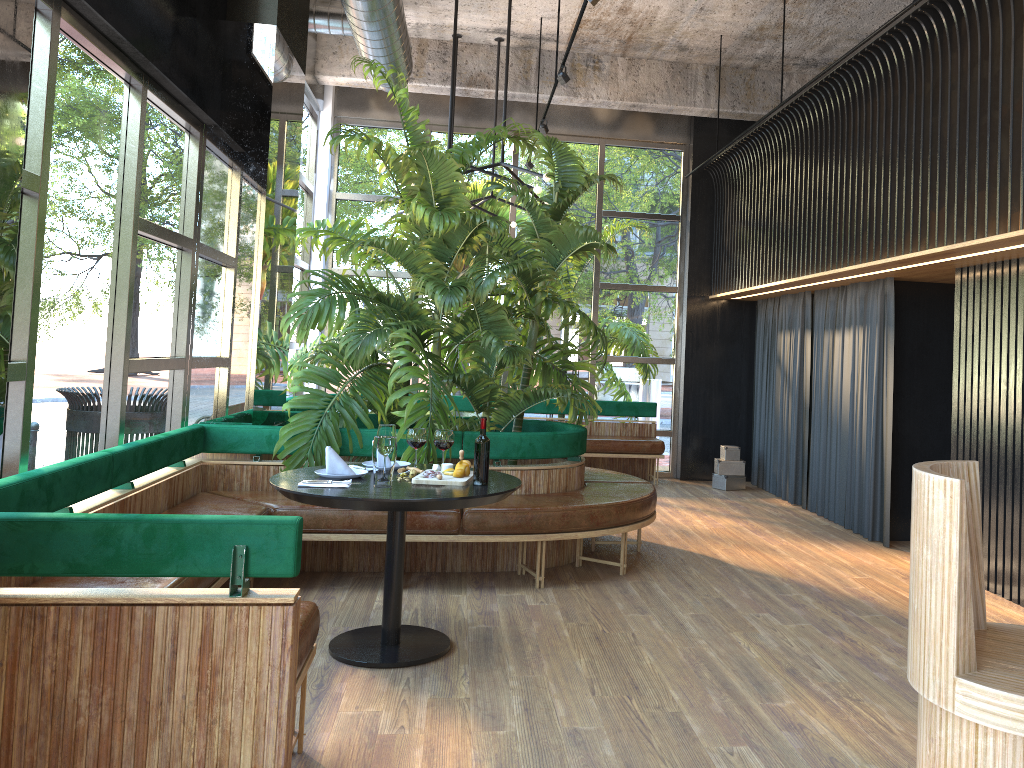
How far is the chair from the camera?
1.8 meters

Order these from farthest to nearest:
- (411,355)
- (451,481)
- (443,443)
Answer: (411,355) < (451,481) < (443,443)

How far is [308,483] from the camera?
3.72m

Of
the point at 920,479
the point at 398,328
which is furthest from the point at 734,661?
the point at 398,328

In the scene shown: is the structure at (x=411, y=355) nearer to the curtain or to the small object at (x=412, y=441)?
the small object at (x=412, y=441)

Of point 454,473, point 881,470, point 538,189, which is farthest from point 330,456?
point 881,470

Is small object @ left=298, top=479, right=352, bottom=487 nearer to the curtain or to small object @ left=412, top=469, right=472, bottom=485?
small object @ left=412, top=469, right=472, bottom=485

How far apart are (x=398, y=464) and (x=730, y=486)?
5.5m

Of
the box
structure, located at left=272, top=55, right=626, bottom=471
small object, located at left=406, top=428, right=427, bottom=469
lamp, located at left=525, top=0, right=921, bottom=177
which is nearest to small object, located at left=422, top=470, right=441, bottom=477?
small object, located at left=406, top=428, right=427, bottom=469

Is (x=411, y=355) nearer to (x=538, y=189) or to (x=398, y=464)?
(x=398, y=464)
